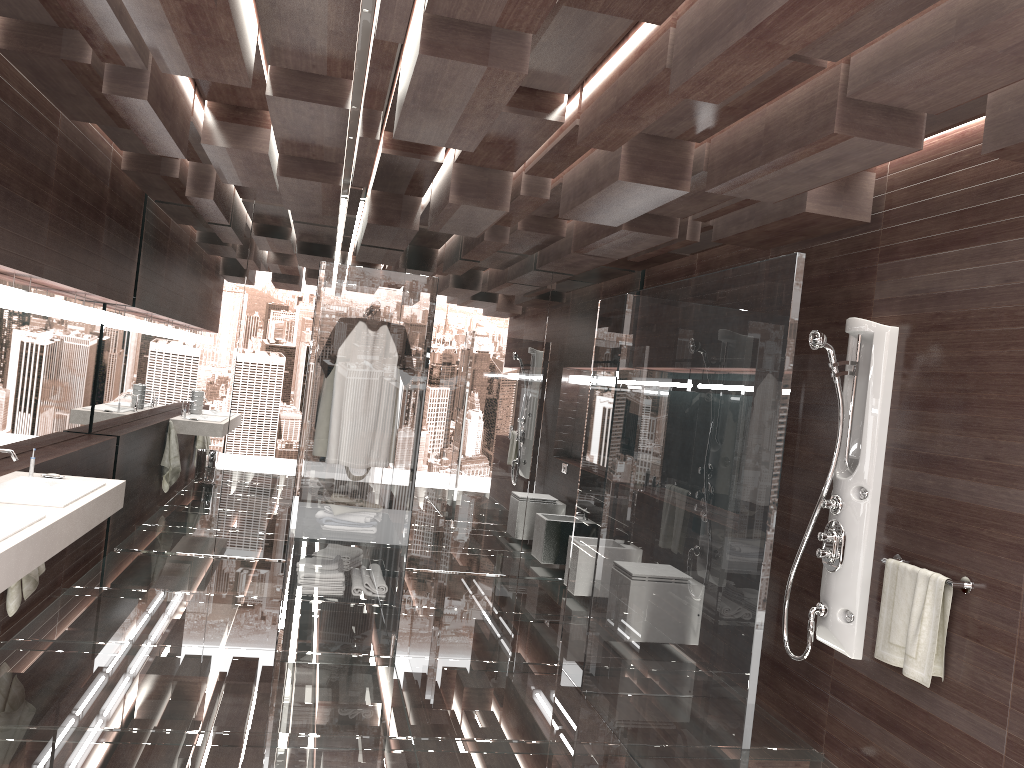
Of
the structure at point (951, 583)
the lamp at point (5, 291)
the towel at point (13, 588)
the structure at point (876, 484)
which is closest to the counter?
the towel at point (13, 588)

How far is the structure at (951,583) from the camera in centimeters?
323cm

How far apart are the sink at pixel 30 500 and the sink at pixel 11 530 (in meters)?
0.27

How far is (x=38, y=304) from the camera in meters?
4.3

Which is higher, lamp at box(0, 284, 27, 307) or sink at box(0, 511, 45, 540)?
lamp at box(0, 284, 27, 307)

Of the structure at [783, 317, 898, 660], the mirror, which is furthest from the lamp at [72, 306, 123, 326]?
the structure at [783, 317, 898, 660]

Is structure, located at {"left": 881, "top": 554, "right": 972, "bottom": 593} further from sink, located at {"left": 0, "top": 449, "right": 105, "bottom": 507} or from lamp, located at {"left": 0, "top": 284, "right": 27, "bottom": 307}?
lamp, located at {"left": 0, "top": 284, "right": 27, "bottom": 307}

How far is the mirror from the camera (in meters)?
4.51

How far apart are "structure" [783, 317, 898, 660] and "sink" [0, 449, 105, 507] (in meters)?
3.14

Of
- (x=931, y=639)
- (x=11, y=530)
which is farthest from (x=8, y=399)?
(x=931, y=639)
